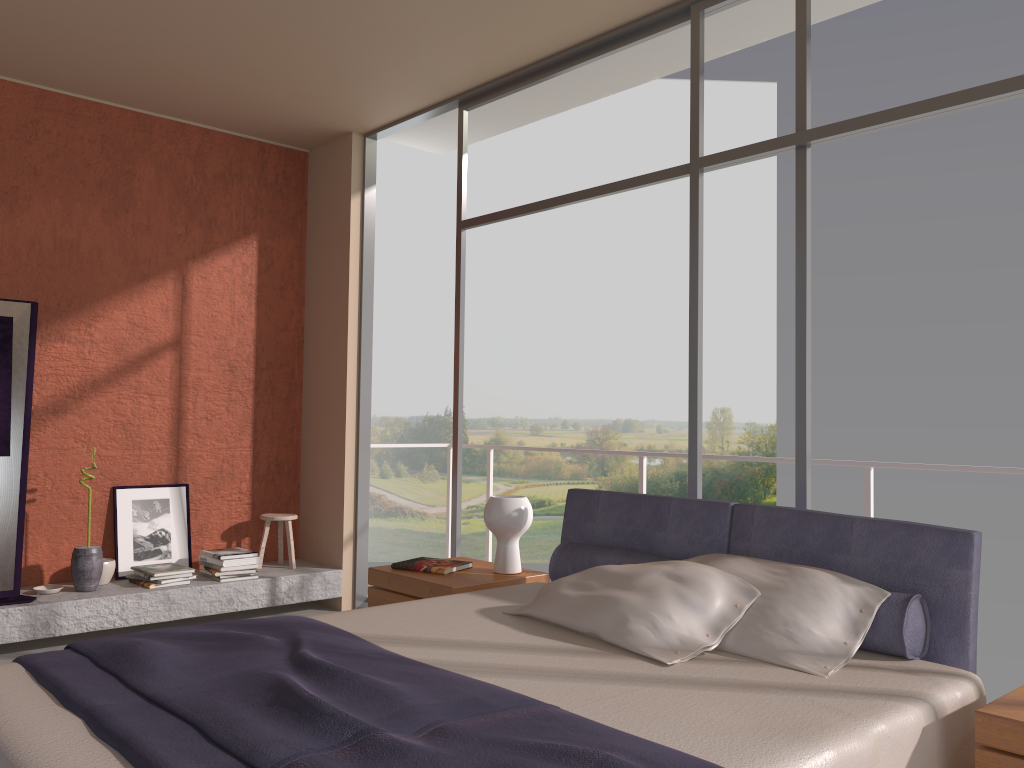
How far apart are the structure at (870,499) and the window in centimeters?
73cm

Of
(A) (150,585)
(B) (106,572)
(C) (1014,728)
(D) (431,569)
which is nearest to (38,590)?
(B) (106,572)

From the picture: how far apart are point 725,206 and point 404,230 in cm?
843

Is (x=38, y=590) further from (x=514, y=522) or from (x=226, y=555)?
(x=514, y=522)

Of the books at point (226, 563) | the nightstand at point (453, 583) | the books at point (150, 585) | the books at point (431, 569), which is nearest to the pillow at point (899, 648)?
the nightstand at point (453, 583)

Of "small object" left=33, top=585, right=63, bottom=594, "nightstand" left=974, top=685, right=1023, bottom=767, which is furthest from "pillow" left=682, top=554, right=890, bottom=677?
"small object" left=33, top=585, right=63, bottom=594

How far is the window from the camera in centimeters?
326cm

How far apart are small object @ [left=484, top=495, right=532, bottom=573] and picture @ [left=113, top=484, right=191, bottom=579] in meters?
2.6

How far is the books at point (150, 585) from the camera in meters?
5.0 m

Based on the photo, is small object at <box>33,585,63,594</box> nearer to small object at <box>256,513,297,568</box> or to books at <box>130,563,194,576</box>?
books at <box>130,563,194,576</box>
